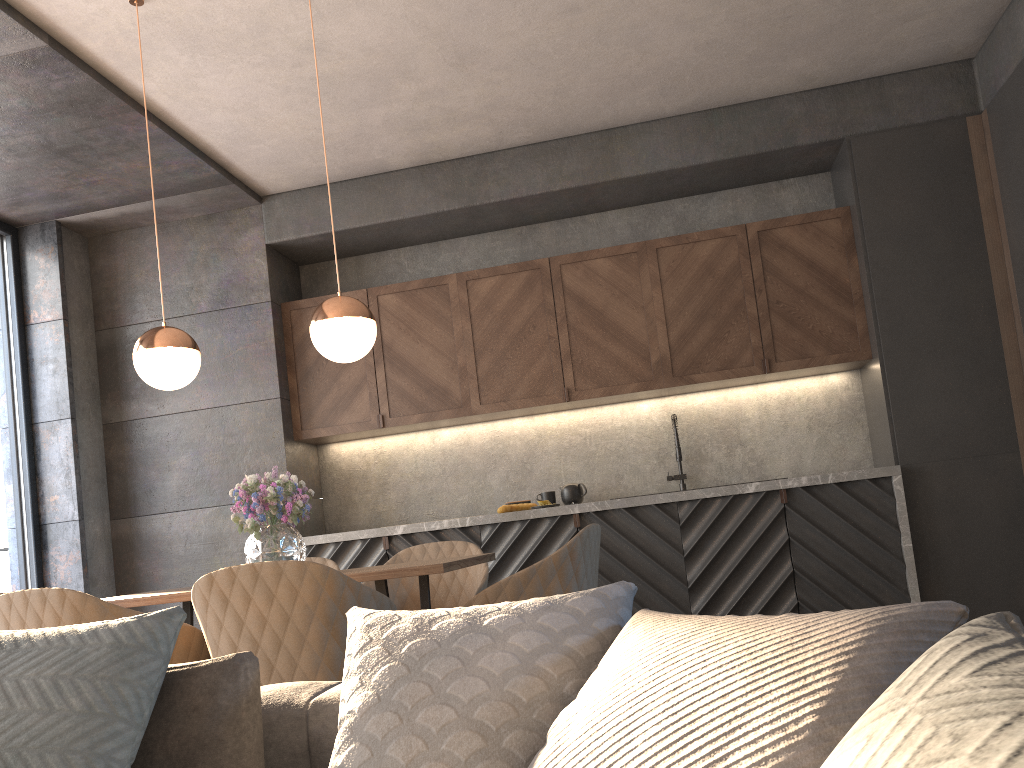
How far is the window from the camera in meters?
5.0 m

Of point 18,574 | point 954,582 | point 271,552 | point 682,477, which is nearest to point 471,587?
point 271,552

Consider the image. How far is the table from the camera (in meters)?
2.62

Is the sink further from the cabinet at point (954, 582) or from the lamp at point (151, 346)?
the lamp at point (151, 346)

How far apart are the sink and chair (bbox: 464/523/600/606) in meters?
2.4 m

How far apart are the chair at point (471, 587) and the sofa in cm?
177

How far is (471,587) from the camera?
3.7 meters

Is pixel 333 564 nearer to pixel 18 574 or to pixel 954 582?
pixel 18 574

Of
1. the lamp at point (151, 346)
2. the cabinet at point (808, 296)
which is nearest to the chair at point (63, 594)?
the lamp at point (151, 346)

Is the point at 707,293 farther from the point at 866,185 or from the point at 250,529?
the point at 250,529
